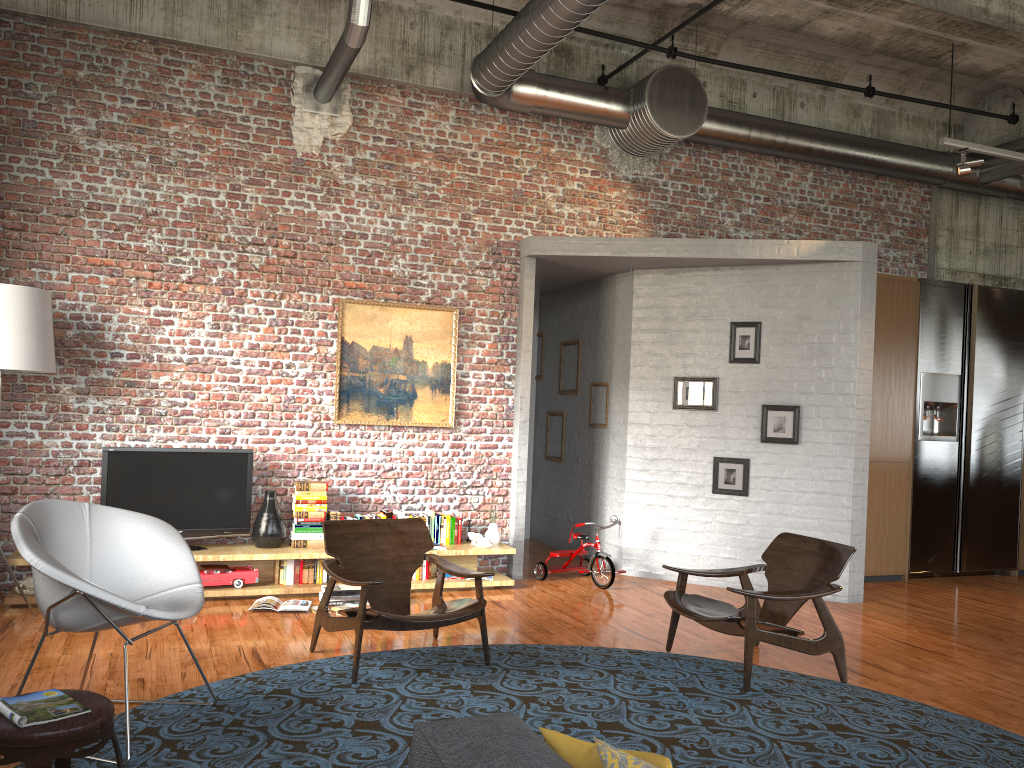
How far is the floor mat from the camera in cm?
395

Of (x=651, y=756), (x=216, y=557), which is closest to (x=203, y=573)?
(x=216, y=557)

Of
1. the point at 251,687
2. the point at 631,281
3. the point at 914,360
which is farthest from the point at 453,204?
the point at 914,360

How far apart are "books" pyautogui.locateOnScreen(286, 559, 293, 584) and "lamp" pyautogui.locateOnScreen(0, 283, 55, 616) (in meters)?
2.26

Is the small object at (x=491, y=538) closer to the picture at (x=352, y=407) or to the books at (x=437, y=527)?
the books at (x=437, y=527)

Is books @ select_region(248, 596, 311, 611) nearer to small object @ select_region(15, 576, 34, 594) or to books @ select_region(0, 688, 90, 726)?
small object @ select_region(15, 576, 34, 594)

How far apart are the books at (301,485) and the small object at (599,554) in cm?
215

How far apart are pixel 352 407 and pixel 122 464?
1.9m

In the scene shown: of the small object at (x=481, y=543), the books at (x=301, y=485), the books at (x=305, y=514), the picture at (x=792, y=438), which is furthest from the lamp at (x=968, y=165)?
the books at (x=305, y=514)

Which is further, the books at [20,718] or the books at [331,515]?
the books at [331,515]
